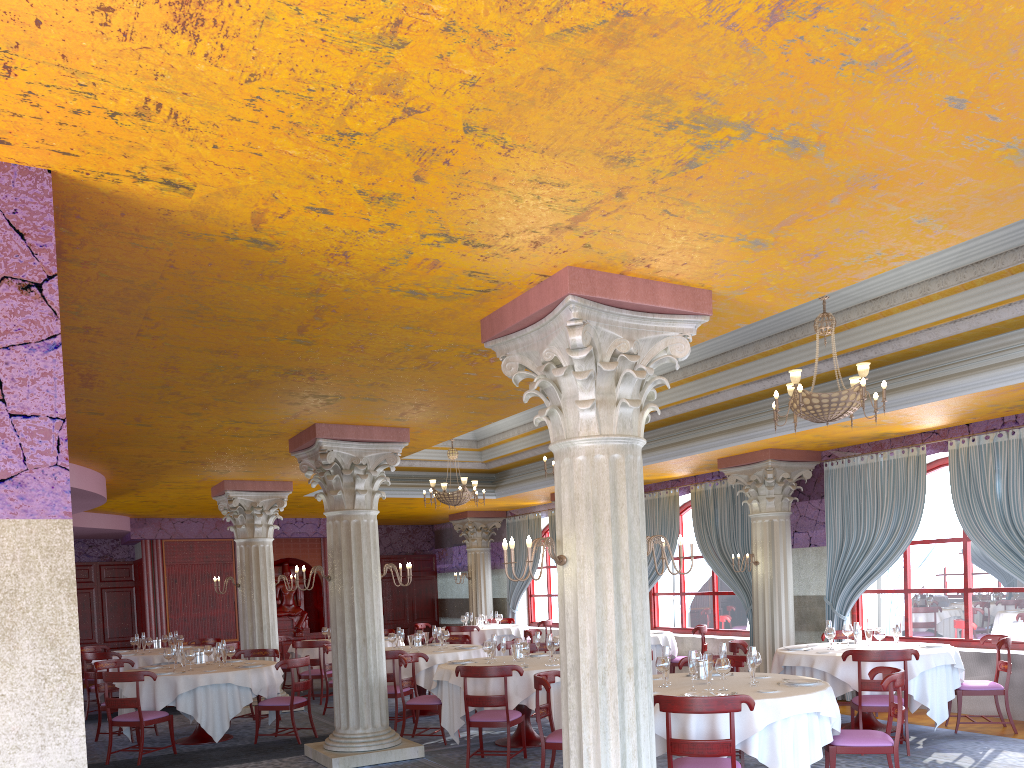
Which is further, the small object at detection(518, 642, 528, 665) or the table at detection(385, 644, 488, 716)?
the table at detection(385, 644, 488, 716)

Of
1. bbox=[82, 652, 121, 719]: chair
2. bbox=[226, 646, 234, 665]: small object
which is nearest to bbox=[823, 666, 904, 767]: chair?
bbox=[226, 646, 234, 665]: small object

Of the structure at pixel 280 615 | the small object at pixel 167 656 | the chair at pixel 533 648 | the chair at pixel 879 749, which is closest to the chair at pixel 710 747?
the chair at pixel 879 749

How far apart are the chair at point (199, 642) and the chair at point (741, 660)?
10.6 meters

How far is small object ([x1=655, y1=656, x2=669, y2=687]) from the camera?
7.0 meters

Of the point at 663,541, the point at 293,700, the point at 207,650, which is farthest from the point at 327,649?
the point at 663,541

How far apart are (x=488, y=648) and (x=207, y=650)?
4.03m

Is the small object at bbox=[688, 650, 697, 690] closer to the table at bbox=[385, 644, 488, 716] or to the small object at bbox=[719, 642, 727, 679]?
the small object at bbox=[719, 642, 727, 679]

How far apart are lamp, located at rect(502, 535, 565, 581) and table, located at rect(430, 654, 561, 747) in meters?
3.9

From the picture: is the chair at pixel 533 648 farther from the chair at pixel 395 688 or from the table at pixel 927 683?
the table at pixel 927 683
